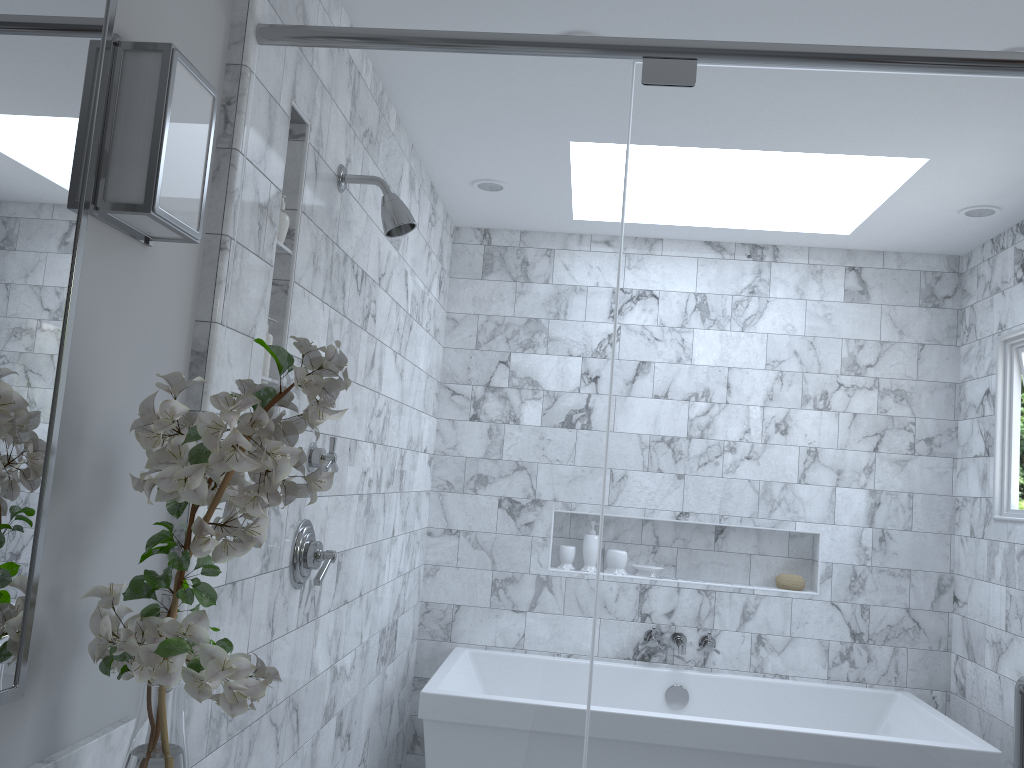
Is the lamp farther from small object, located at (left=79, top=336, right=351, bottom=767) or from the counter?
the counter

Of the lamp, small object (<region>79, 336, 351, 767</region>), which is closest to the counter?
small object (<region>79, 336, 351, 767</region>)

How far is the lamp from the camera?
1.3 meters

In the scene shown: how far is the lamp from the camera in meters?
1.3 m

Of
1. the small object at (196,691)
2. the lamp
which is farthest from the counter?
the lamp

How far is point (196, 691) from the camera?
1.11m

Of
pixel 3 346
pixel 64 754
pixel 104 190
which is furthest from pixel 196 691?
pixel 104 190

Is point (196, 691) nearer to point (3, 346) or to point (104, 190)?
point (3, 346)

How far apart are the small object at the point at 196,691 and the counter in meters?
0.1

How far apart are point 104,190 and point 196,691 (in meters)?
0.70
